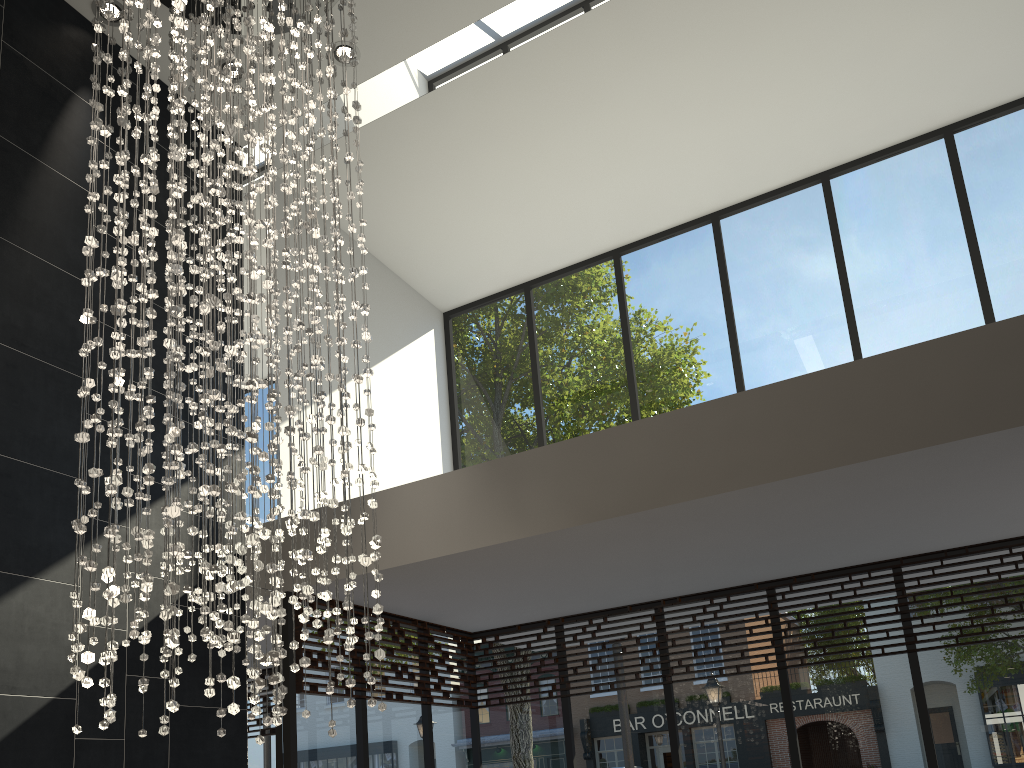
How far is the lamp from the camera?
3.23m

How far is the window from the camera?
5.6m

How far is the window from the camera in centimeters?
558cm

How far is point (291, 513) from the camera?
3.2m

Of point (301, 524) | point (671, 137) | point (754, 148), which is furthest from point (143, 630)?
point (754, 148)

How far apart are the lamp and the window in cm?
120

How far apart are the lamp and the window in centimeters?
120cm

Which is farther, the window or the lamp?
the window

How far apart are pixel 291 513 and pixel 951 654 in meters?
4.5
